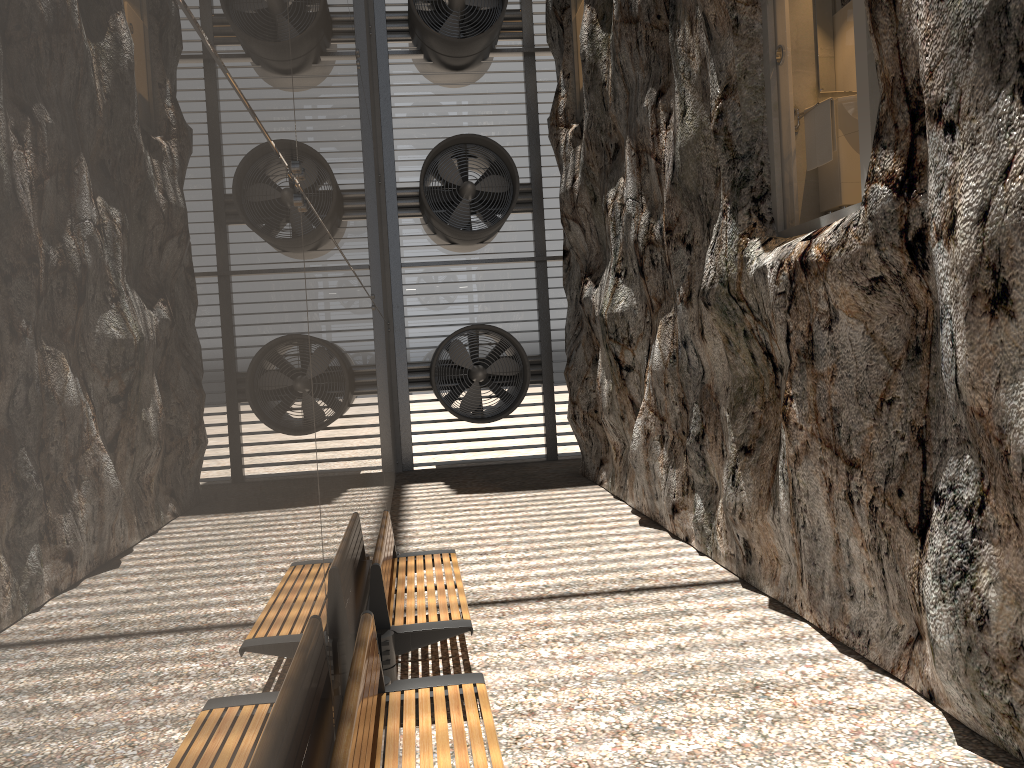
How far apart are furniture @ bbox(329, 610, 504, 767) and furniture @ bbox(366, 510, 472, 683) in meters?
0.6

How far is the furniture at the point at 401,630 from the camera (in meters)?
4.71

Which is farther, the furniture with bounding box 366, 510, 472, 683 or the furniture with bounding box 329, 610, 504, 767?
the furniture with bounding box 366, 510, 472, 683

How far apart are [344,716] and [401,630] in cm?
204

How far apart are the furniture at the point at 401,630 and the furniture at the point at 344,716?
0.6 meters

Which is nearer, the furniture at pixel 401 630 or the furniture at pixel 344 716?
the furniture at pixel 344 716

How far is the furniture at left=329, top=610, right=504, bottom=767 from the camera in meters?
2.7
